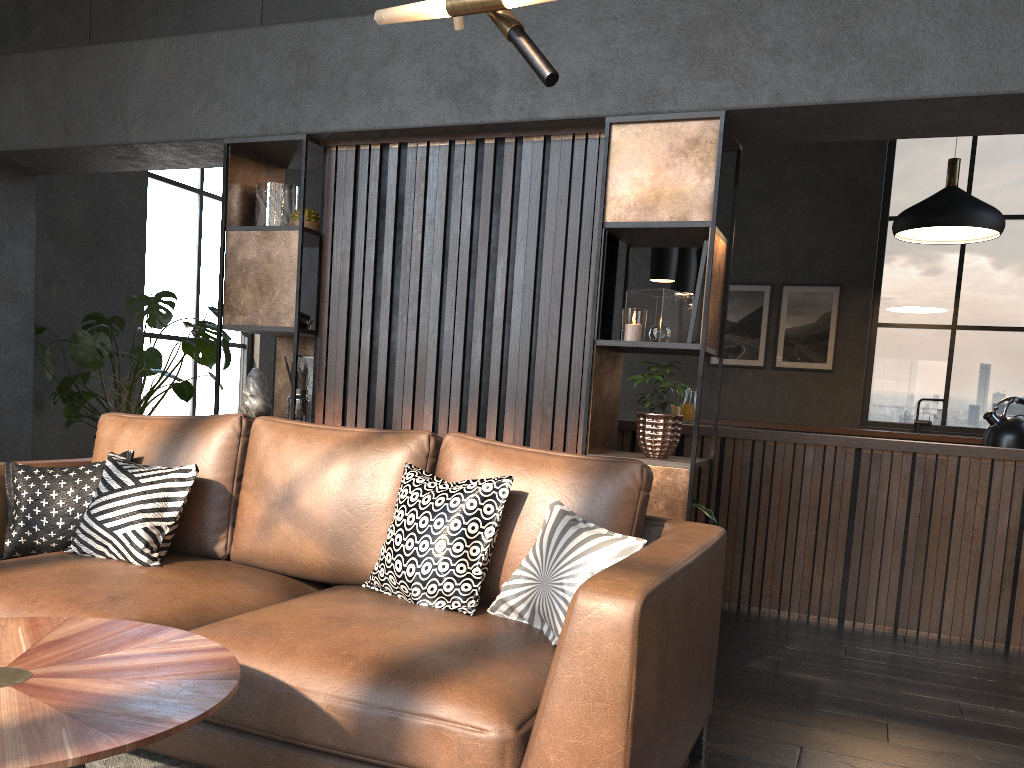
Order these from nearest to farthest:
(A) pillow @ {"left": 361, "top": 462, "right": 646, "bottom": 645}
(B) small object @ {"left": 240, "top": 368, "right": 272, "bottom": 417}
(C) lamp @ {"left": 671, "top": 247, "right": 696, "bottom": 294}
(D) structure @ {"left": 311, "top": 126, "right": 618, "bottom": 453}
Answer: (A) pillow @ {"left": 361, "top": 462, "right": 646, "bottom": 645}, (D) structure @ {"left": 311, "top": 126, "right": 618, "bottom": 453}, (B) small object @ {"left": 240, "top": 368, "right": 272, "bottom": 417}, (C) lamp @ {"left": 671, "top": 247, "right": 696, "bottom": 294}

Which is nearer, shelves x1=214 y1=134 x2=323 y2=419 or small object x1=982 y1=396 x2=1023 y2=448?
shelves x1=214 y1=134 x2=323 y2=419

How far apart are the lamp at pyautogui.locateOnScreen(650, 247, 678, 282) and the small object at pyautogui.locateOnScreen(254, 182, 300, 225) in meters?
2.3 m

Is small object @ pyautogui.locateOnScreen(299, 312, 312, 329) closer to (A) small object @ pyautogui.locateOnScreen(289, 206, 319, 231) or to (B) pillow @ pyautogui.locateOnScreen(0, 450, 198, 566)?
(A) small object @ pyautogui.locateOnScreen(289, 206, 319, 231)

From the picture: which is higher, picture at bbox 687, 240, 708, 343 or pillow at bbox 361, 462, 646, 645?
picture at bbox 687, 240, 708, 343

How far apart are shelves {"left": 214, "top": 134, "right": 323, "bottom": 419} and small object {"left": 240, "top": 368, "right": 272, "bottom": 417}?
0.2m

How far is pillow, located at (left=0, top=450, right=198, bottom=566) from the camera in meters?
2.7

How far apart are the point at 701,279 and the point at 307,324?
1.82m

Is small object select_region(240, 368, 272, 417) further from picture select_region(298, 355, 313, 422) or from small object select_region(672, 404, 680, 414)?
small object select_region(672, 404, 680, 414)

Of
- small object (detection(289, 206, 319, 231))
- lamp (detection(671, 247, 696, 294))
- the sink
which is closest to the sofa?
small object (detection(289, 206, 319, 231))
